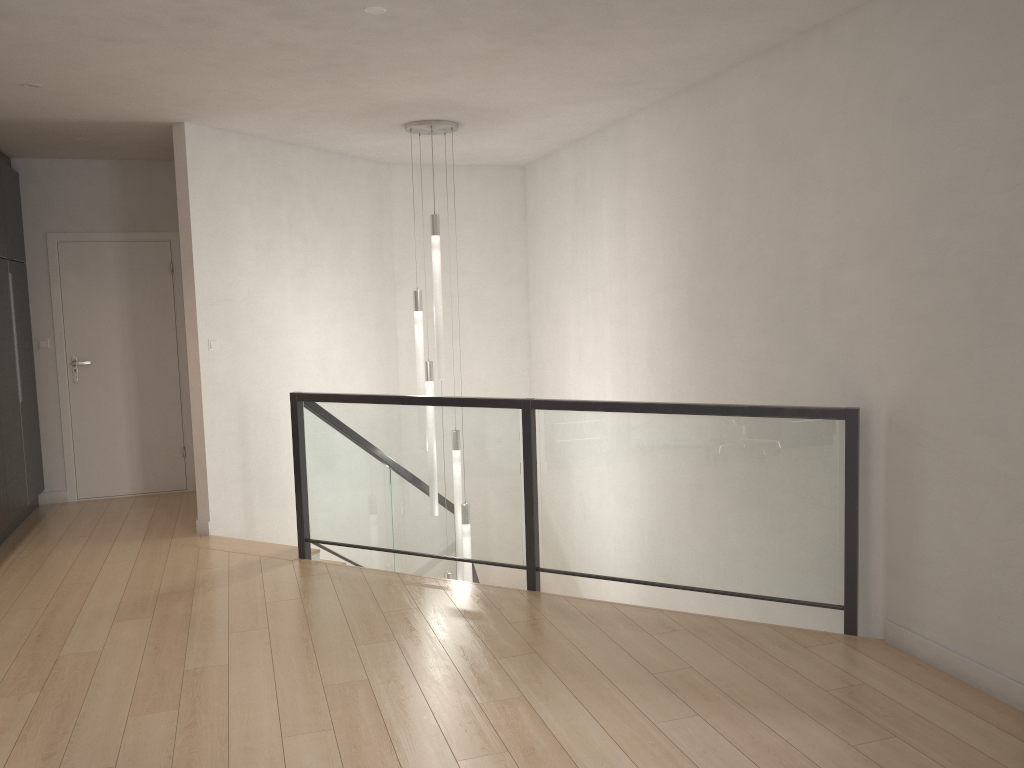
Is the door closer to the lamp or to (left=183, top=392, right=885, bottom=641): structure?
(left=183, top=392, right=885, bottom=641): structure

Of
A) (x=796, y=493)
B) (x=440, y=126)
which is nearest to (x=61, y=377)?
(x=440, y=126)

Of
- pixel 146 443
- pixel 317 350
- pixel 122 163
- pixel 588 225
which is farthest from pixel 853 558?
pixel 122 163

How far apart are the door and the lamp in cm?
230

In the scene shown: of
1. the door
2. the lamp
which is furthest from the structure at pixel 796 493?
the door

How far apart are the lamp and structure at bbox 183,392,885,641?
0.3m

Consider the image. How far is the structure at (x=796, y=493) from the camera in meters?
4.0 m

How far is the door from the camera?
7.0 meters

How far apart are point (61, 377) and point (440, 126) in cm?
368

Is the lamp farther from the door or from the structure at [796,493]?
the door
